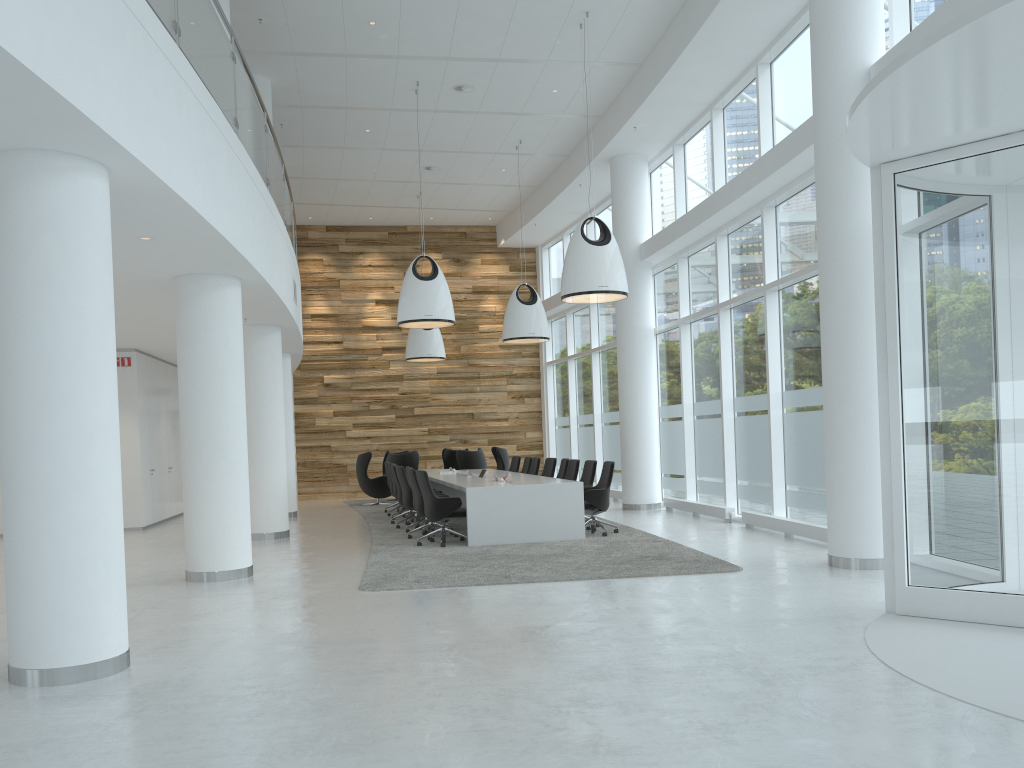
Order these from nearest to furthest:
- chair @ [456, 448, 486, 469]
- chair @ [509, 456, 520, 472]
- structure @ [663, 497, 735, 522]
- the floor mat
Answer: the floor mat < structure @ [663, 497, 735, 522] < chair @ [509, 456, 520, 472] < chair @ [456, 448, 486, 469]

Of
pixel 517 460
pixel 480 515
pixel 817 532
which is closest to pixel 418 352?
pixel 517 460

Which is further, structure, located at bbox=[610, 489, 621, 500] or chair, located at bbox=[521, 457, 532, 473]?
structure, located at bbox=[610, 489, 621, 500]

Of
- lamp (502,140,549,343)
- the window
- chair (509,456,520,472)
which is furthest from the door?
chair (509,456,520,472)

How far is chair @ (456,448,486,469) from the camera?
17.96m

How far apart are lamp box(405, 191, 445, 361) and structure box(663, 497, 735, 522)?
6.4m

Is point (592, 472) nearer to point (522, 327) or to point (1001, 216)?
point (522, 327)

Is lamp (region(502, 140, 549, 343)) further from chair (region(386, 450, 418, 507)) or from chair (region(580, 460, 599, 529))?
chair (region(580, 460, 599, 529))

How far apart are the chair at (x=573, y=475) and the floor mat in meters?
1.3

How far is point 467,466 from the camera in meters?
18.0 m
